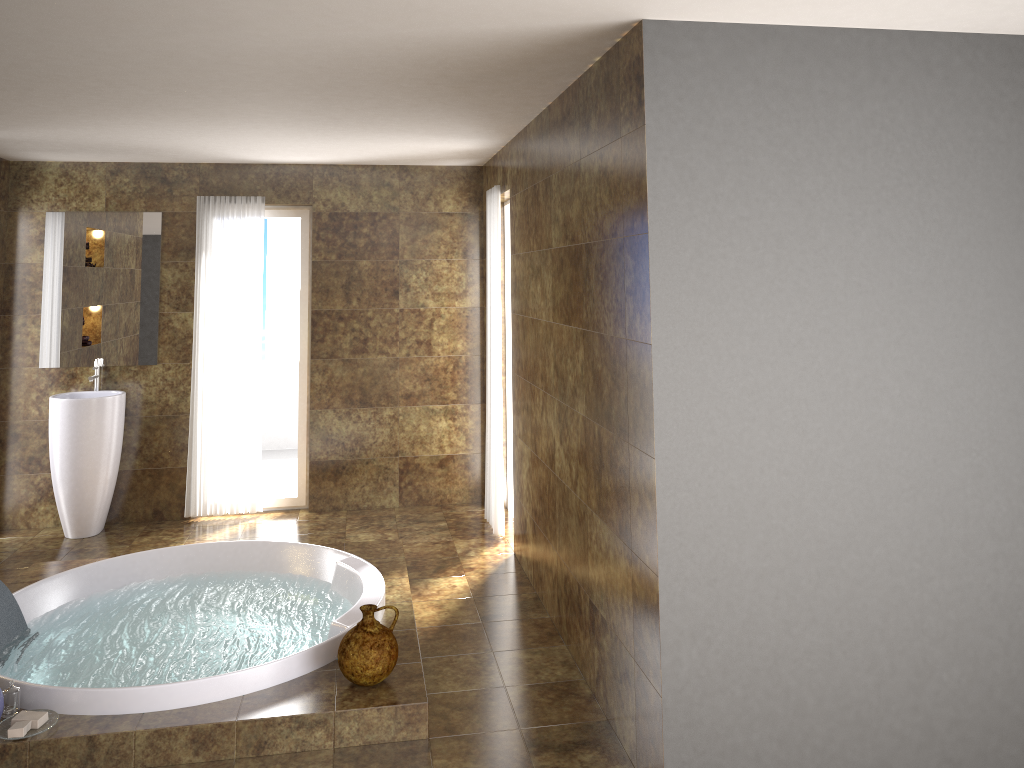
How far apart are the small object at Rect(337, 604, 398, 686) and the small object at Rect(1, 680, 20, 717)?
1.21m

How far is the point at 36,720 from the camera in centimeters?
319cm

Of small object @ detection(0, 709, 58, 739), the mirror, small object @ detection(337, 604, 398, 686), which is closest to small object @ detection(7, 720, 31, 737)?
small object @ detection(0, 709, 58, 739)

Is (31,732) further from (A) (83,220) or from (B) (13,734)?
(A) (83,220)

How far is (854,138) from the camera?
2.9 meters

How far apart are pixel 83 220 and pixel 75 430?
1.4m

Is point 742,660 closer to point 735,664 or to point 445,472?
point 735,664

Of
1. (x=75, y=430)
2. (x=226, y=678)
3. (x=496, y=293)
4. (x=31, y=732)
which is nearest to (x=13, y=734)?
(x=31, y=732)

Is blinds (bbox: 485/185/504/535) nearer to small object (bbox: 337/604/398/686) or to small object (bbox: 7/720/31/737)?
small object (bbox: 337/604/398/686)

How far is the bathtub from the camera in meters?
3.4
